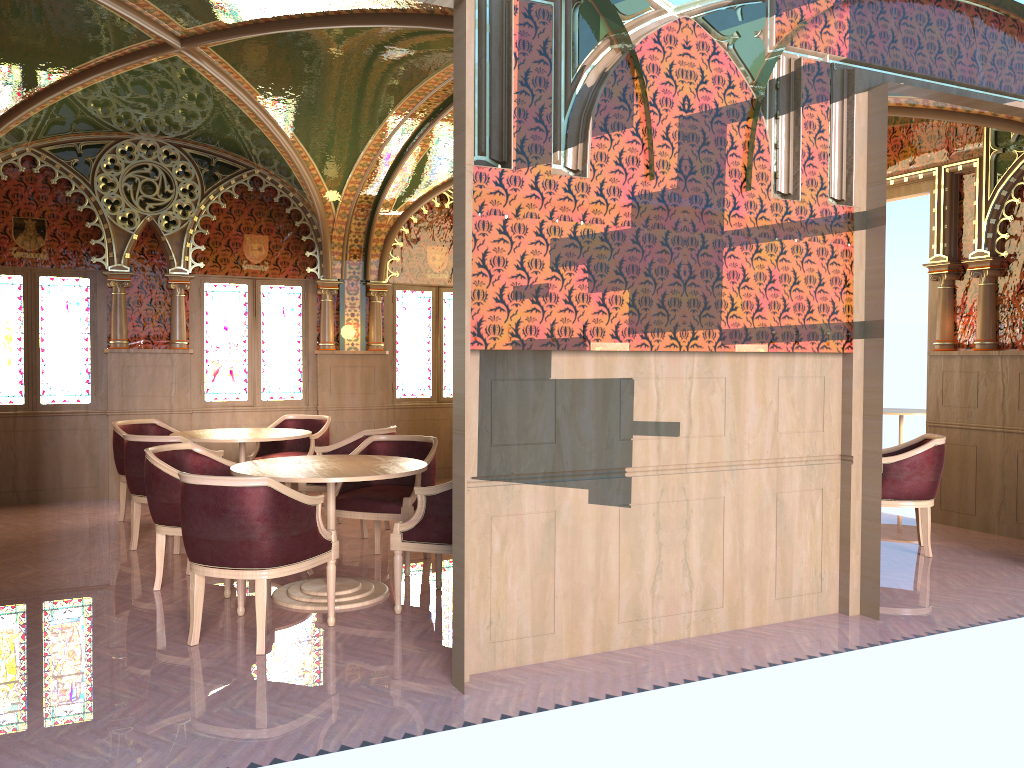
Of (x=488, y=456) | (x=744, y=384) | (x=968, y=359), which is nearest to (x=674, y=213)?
(x=744, y=384)

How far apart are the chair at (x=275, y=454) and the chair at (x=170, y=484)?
2.24m

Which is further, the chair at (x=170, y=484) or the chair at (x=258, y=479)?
the chair at (x=170, y=484)

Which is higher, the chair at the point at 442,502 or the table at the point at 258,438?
the table at the point at 258,438

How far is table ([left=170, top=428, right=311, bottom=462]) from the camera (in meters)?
7.00

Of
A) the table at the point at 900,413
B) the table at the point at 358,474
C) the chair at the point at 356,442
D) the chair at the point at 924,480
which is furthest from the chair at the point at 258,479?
the table at the point at 900,413

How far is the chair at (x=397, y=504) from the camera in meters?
5.8 m

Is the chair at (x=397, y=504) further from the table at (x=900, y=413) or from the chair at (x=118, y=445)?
the table at (x=900, y=413)

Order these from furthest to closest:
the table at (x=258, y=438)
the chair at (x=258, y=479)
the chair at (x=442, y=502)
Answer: the table at (x=258, y=438) → the chair at (x=442, y=502) → the chair at (x=258, y=479)

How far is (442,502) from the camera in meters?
4.8 m
